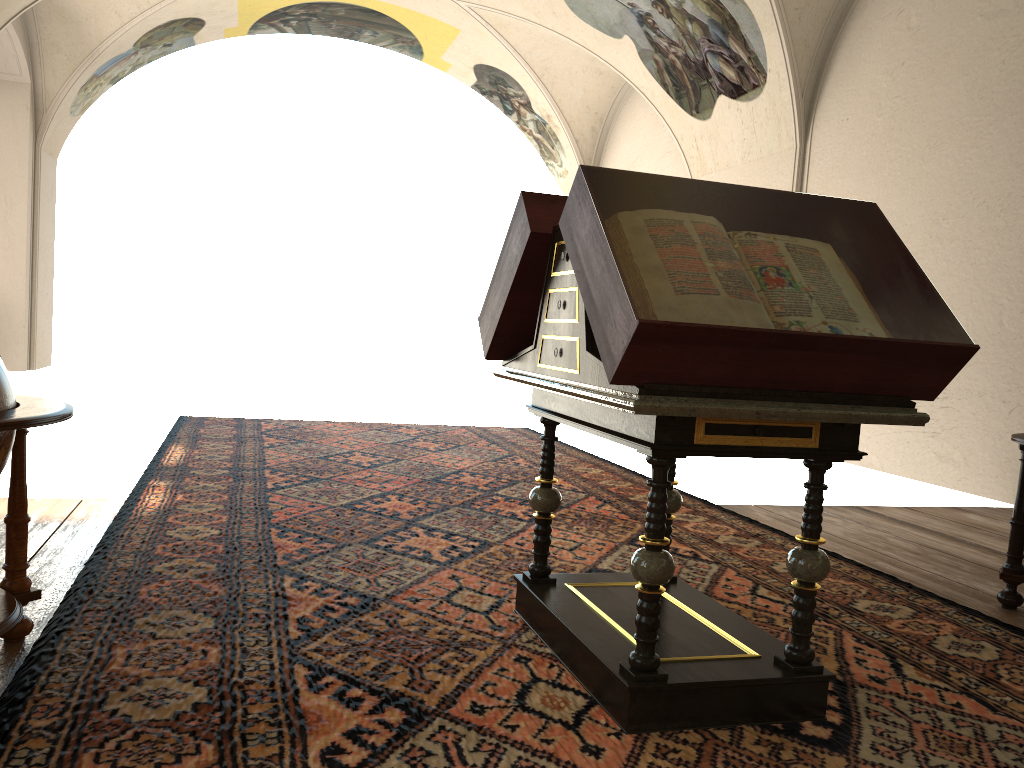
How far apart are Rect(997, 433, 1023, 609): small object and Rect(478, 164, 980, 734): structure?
2.02m

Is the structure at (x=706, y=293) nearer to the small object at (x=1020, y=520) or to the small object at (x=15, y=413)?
the small object at (x=15, y=413)

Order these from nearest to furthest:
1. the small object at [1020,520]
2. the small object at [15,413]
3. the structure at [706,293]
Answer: the structure at [706,293], the small object at [15,413], the small object at [1020,520]

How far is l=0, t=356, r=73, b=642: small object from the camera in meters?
3.0 m

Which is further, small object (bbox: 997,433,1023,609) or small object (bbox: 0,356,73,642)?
small object (bbox: 997,433,1023,609)

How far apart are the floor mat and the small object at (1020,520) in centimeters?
33cm

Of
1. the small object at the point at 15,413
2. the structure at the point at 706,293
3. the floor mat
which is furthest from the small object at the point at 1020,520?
the small object at the point at 15,413

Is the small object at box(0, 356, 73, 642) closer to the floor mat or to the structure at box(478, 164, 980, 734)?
the floor mat

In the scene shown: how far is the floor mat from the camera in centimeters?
288cm

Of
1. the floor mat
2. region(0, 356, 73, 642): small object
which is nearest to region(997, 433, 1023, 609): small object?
the floor mat
